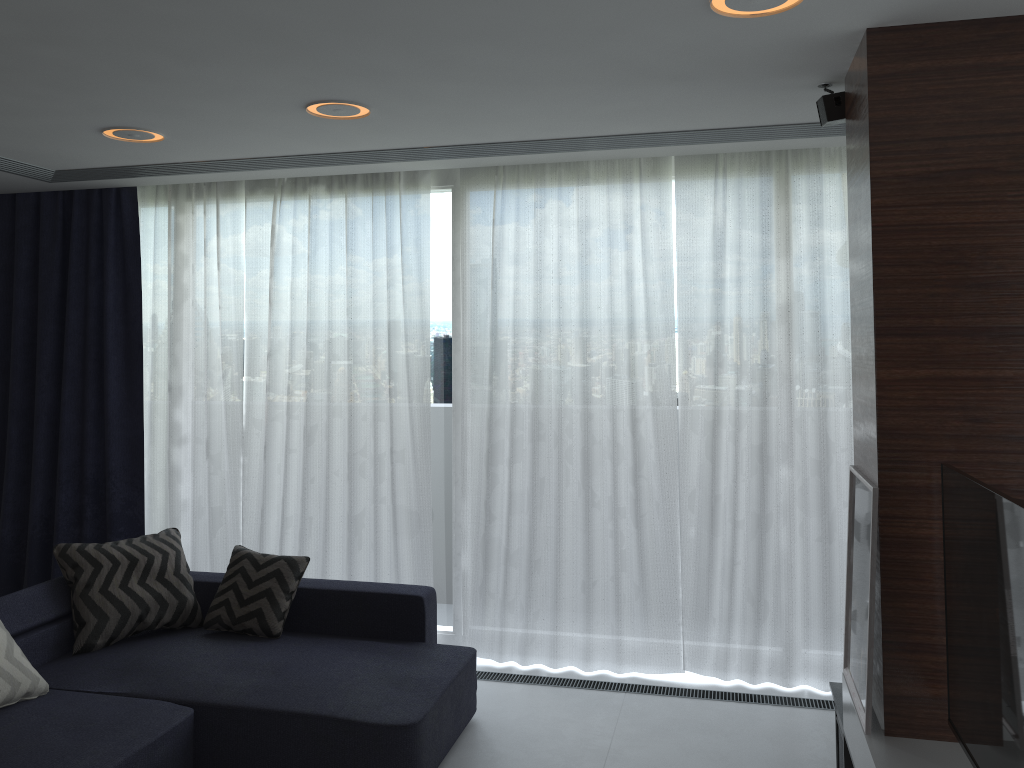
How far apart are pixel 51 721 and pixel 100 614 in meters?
0.8 m

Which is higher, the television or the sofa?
the television

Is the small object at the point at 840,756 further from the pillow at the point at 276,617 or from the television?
the pillow at the point at 276,617

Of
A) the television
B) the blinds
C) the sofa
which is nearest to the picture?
the television

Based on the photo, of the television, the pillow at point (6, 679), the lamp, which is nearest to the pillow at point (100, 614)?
the pillow at point (6, 679)

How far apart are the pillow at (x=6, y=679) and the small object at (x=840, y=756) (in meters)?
3.01

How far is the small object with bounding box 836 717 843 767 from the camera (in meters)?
3.22

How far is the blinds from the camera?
4.3 meters

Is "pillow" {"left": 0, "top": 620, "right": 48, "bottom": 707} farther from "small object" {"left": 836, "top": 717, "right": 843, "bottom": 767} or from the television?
the television

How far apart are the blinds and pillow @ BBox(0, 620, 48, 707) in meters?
1.6 m
